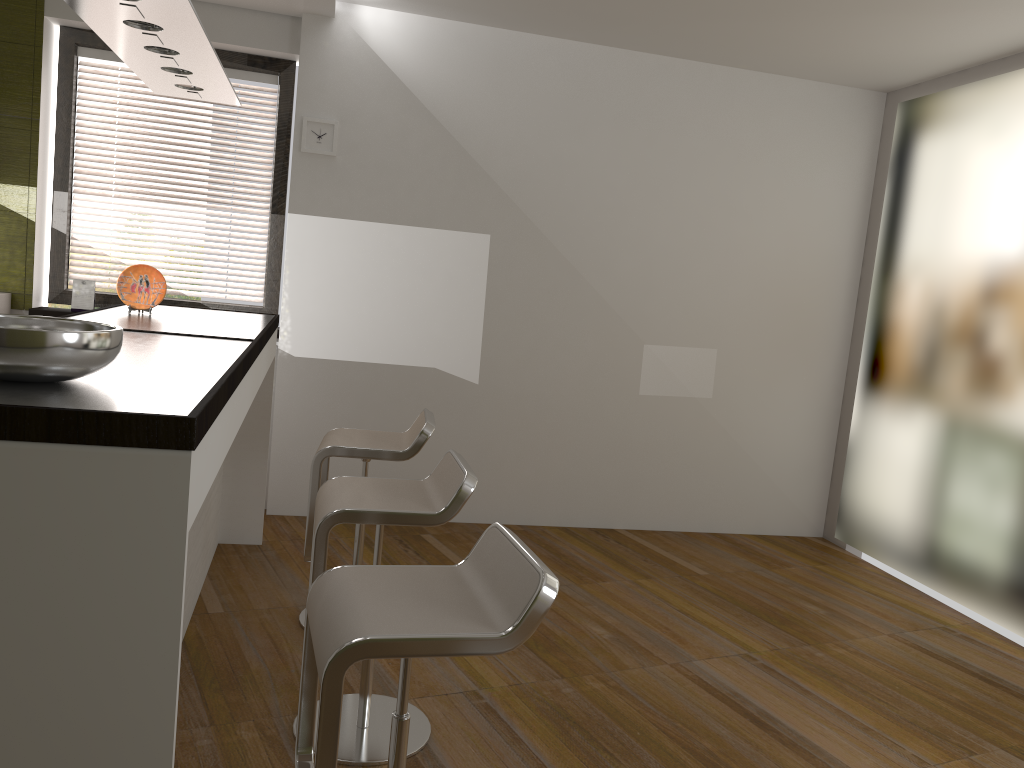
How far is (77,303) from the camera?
4.6m

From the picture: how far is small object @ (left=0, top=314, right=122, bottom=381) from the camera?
1.50m

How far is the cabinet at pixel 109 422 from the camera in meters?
1.4

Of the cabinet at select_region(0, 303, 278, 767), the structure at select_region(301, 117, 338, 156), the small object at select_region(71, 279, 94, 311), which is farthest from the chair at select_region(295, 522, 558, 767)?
the small object at select_region(71, 279, 94, 311)

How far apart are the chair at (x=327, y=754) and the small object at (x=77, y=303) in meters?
3.4

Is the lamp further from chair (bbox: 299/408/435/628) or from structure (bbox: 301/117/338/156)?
chair (bbox: 299/408/435/628)

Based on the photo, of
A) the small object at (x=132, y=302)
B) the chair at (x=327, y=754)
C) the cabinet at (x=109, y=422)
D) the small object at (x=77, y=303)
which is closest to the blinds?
the small object at (x=77, y=303)

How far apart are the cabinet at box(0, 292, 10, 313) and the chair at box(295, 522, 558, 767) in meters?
3.4

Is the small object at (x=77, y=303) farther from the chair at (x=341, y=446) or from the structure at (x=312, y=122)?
the chair at (x=341, y=446)

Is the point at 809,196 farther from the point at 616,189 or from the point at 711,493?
the point at 711,493
